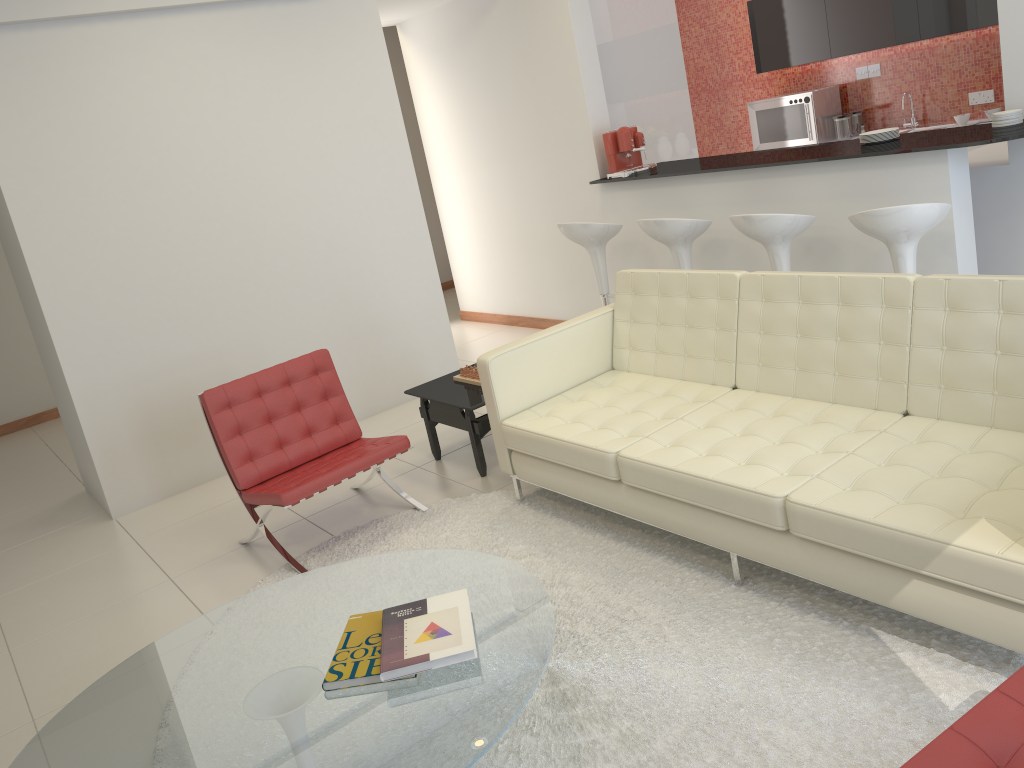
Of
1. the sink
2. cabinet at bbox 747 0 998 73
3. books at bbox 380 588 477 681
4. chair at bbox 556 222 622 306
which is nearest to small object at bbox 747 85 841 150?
cabinet at bbox 747 0 998 73

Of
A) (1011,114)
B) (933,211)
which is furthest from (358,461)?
(1011,114)

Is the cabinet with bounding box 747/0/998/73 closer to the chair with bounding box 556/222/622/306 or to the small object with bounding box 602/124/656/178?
the small object with bounding box 602/124/656/178

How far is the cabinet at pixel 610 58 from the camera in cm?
649

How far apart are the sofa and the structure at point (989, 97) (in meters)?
4.51

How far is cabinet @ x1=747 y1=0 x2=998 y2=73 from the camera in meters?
6.7

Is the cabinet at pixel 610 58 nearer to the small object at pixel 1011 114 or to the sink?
the sink

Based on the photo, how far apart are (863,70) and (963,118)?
1.2 meters

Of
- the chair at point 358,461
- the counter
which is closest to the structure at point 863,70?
the counter

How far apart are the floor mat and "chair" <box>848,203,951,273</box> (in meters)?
1.78
